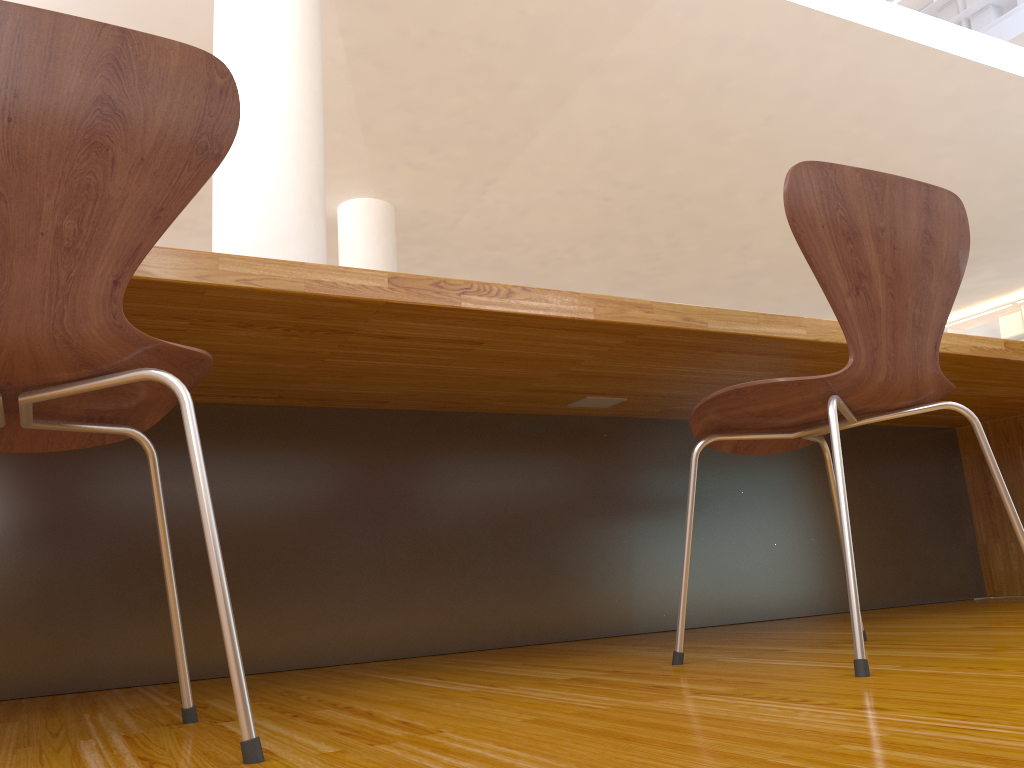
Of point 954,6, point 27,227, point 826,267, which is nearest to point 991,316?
point 954,6

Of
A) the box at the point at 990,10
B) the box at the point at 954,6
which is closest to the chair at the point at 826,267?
the box at the point at 990,10

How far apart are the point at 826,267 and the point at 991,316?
9.7m

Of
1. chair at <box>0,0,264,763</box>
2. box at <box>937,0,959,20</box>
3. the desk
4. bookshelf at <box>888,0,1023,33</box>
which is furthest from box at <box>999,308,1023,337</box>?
chair at <box>0,0,264,763</box>

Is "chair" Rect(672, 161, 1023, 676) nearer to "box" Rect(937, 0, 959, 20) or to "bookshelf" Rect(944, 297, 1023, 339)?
"bookshelf" Rect(944, 297, 1023, 339)

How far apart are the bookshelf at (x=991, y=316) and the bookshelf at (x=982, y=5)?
3.33m

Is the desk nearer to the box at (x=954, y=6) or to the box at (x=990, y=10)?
the box at (x=990, y=10)

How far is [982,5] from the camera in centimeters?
983cm

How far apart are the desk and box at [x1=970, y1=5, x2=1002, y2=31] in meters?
8.8 m

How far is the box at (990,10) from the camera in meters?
9.8 m
